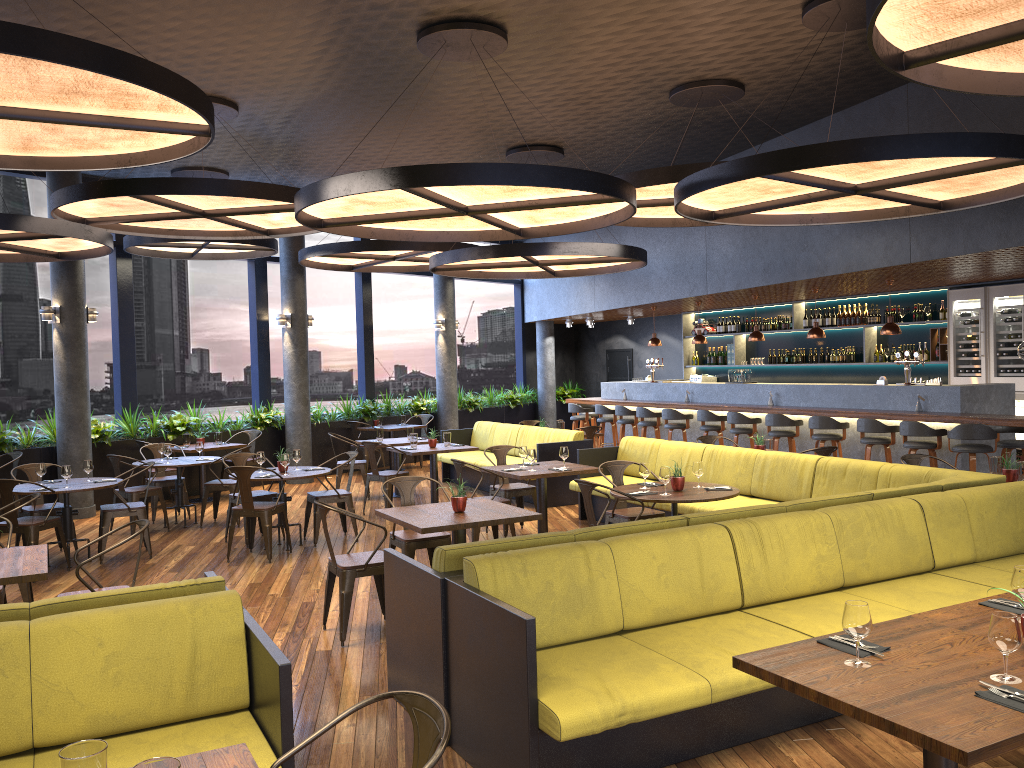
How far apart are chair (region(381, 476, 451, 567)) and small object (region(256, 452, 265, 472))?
2.5 meters

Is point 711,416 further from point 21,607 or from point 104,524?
point 21,607

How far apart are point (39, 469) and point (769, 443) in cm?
717

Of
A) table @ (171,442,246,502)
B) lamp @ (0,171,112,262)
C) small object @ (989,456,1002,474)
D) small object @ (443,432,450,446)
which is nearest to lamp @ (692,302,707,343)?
small object @ (443,432,450,446)

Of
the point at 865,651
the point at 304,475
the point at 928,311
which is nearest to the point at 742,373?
the point at 928,311

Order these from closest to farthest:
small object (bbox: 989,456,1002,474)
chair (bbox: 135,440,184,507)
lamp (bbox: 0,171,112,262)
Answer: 1. small object (bbox: 989,456,1002,474)
2. lamp (bbox: 0,171,112,262)
3. chair (bbox: 135,440,184,507)

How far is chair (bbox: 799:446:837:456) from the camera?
8.5m

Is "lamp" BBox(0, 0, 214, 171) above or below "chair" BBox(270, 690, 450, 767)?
above

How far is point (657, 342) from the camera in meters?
15.2

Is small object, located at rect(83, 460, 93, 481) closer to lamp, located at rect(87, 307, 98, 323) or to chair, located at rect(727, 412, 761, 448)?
lamp, located at rect(87, 307, 98, 323)
